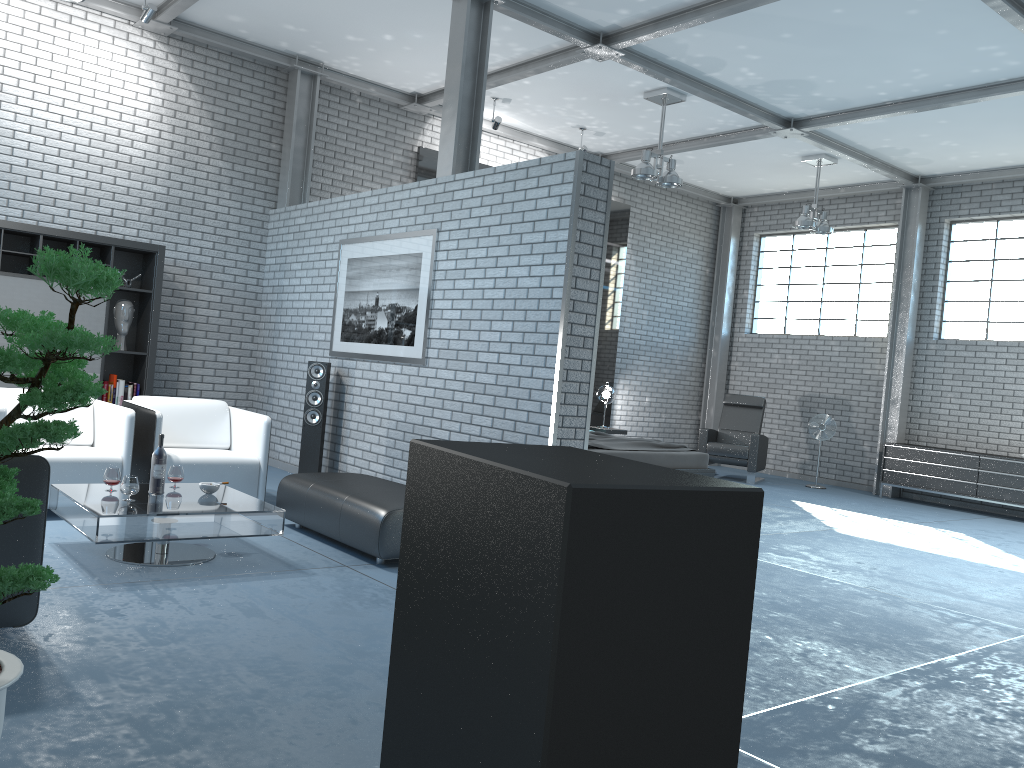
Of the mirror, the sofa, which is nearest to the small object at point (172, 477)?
the sofa

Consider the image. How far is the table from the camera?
4.1 meters

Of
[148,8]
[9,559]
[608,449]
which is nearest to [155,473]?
[9,559]

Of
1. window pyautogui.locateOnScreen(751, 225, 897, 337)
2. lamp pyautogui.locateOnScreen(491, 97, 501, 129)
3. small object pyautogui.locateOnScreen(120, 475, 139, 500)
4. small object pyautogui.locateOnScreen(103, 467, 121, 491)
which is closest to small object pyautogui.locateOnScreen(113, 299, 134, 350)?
small object pyautogui.locateOnScreen(103, 467, 121, 491)

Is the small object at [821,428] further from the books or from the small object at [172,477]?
the small object at [172,477]

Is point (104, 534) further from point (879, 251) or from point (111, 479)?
point (879, 251)

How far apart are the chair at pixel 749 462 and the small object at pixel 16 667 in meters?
9.4 m

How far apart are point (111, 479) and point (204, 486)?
0.46m

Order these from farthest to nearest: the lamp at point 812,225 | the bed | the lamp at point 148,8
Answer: the lamp at point 812,225
the bed
the lamp at point 148,8

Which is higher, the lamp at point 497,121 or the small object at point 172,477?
the lamp at point 497,121
